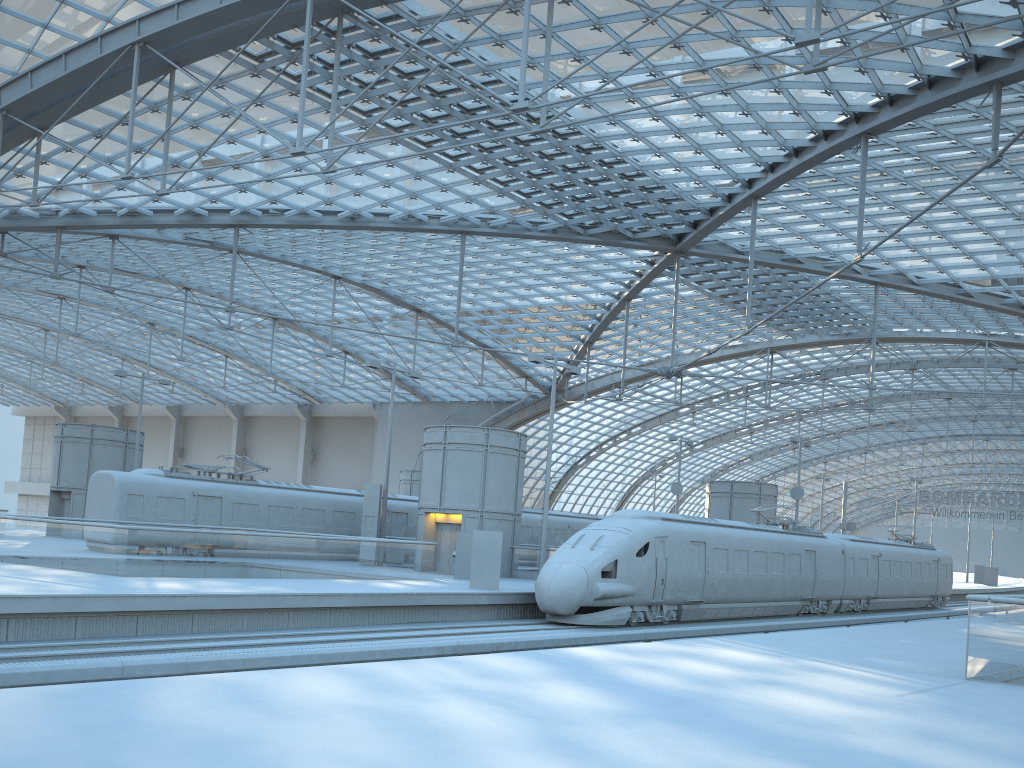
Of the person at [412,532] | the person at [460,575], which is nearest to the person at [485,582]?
the person at [460,575]

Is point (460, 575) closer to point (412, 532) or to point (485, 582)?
point (485, 582)

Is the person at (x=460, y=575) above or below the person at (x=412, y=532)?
below

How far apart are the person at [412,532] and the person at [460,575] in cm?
927

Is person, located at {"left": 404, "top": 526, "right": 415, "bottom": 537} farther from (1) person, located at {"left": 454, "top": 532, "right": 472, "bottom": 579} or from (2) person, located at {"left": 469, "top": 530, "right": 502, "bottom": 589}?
(2) person, located at {"left": 469, "top": 530, "right": 502, "bottom": 589}

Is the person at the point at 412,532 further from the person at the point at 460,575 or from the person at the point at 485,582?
the person at the point at 485,582

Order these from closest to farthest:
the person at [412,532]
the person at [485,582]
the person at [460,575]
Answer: the person at [485,582] → the person at [460,575] → the person at [412,532]

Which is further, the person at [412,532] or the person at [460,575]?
the person at [412,532]

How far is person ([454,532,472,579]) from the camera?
28.89m

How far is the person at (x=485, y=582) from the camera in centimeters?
2446cm
